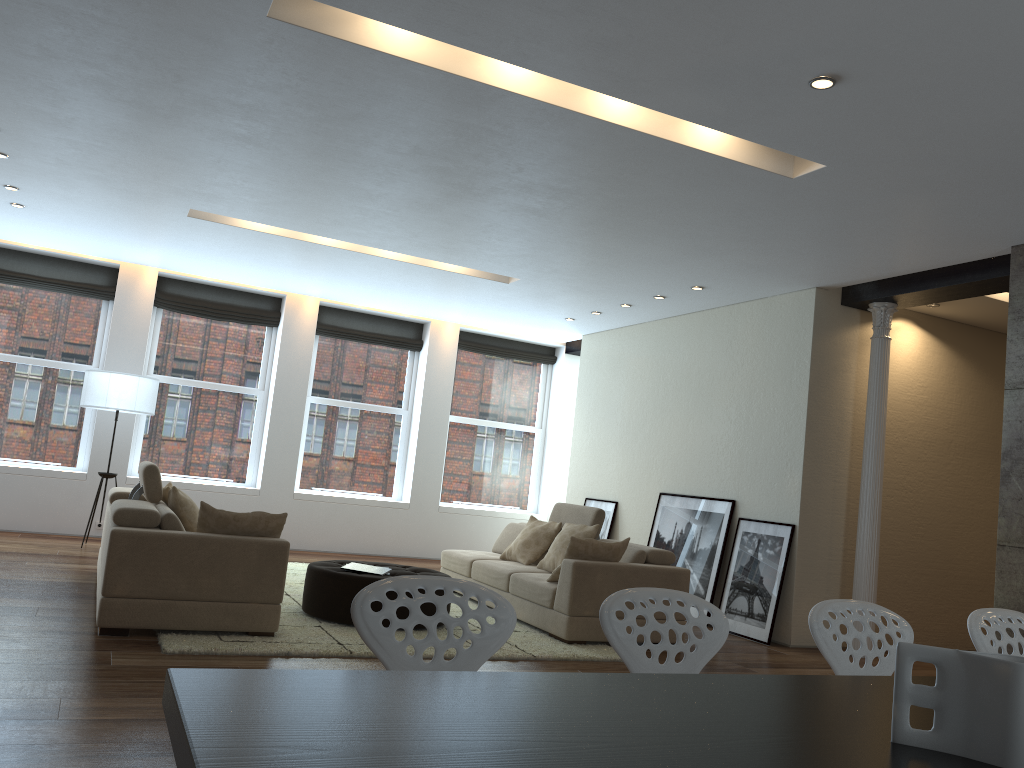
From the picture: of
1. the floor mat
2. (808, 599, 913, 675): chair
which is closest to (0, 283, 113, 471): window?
the floor mat

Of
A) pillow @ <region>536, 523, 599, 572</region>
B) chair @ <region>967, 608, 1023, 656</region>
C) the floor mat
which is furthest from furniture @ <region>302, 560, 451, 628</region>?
chair @ <region>967, 608, 1023, 656</region>

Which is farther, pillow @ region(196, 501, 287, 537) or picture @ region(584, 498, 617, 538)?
picture @ region(584, 498, 617, 538)

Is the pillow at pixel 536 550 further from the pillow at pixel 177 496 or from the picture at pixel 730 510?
the pillow at pixel 177 496

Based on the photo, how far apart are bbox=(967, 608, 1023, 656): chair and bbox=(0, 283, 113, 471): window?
9.3 meters

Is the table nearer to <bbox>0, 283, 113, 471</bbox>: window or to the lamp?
the lamp

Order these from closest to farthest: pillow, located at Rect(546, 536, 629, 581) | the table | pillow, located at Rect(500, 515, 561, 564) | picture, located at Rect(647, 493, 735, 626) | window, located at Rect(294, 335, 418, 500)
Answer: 1. the table
2. pillow, located at Rect(546, 536, 629, 581)
3. pillow, located at Rect(500, 515, 561, 564)
4. picture, located at Rect(647, 493, 735, 626)
5. window, located at Rect(294, 335, 418, 500)

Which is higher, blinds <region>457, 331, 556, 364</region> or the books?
blinds <region>457, 331, 556, 364</region>

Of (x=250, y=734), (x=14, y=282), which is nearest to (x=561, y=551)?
(x=250, y=734)

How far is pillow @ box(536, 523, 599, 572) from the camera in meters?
7.2
